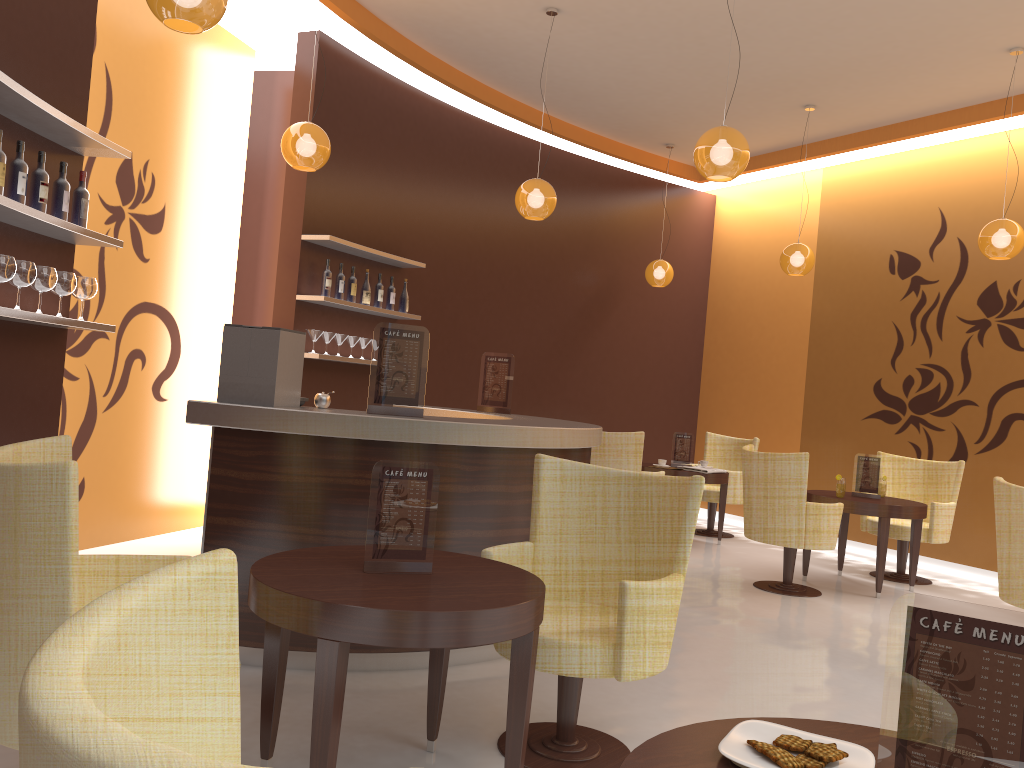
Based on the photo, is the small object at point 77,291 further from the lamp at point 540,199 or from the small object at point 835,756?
the small object at point 835,756

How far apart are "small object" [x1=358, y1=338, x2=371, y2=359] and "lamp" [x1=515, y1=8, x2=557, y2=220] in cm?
171

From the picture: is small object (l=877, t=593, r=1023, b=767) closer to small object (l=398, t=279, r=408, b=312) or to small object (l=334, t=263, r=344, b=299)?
small object (l=334, t=263, r=344, b=299)

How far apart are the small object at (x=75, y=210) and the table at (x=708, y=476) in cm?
533

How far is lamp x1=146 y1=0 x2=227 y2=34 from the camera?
3.20m

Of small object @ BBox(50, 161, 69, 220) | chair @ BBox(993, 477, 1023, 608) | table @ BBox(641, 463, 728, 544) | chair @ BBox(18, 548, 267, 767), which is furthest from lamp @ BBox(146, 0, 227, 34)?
table @ BBox(641, 463, 728, 544)

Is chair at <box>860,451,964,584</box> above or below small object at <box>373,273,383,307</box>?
below

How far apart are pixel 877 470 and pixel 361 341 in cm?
415

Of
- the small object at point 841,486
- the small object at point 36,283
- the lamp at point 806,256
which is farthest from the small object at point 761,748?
the lamp at point 806,256

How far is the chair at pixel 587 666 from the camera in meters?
2.9
